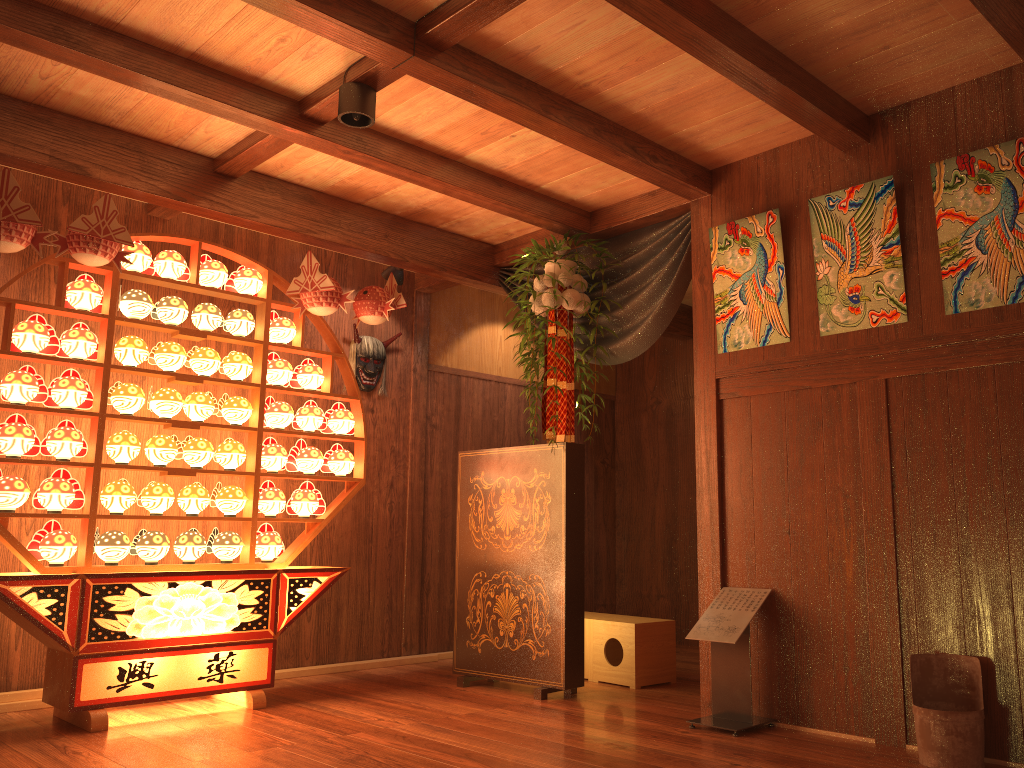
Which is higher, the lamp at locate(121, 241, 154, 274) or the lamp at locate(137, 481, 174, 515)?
the lamp at locate(121, 241, 154, 274)

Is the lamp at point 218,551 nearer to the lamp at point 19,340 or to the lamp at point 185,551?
the lamp at point 185,551

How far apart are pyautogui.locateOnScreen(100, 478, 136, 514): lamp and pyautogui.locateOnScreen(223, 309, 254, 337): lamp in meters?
0.9 m

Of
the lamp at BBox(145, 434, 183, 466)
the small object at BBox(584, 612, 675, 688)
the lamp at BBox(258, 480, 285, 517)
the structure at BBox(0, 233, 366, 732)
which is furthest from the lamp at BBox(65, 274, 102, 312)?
the small object at BBox(584, 612, 675, 688)

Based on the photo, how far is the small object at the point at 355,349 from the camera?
5.6 meters

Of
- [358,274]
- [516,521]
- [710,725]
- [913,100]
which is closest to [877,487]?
[710,725]

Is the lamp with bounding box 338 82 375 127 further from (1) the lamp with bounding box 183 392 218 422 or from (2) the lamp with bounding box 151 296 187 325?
(1) the lamp with bounding box 183 392 218 422

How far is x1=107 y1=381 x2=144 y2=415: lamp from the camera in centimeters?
405cm

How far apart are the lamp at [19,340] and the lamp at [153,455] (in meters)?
0.57

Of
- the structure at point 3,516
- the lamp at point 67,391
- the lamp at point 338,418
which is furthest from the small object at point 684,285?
the lamp at point 67,391
